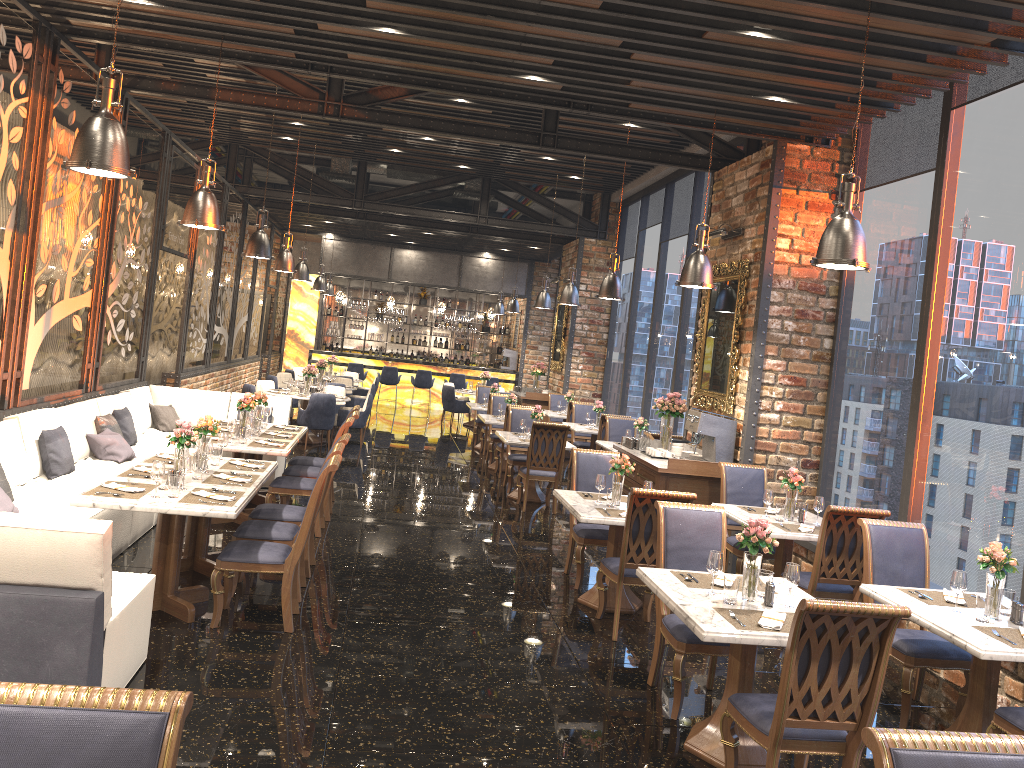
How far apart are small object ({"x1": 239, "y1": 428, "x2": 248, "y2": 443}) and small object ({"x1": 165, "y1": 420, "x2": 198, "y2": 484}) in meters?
2.0 m

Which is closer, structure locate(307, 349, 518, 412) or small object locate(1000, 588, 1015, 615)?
small object locate(1000, 588, 1015, 615)

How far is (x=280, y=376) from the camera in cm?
1701

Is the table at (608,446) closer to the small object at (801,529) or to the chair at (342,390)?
the small object at (801,529)

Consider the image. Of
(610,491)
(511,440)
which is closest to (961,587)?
(610,491)

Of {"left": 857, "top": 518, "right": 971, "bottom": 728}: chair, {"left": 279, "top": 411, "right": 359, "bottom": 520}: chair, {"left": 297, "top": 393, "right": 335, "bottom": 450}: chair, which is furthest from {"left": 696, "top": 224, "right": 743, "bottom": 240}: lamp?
{"left": 297, "top": 393, "right": 335, "bottom": 450}: chair

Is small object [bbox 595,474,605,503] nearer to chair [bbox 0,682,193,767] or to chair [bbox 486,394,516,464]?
chair [bbox 0,682,193,767]

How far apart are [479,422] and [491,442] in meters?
2.3 m

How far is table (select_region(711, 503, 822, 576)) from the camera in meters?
6.5

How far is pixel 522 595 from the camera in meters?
6.9
